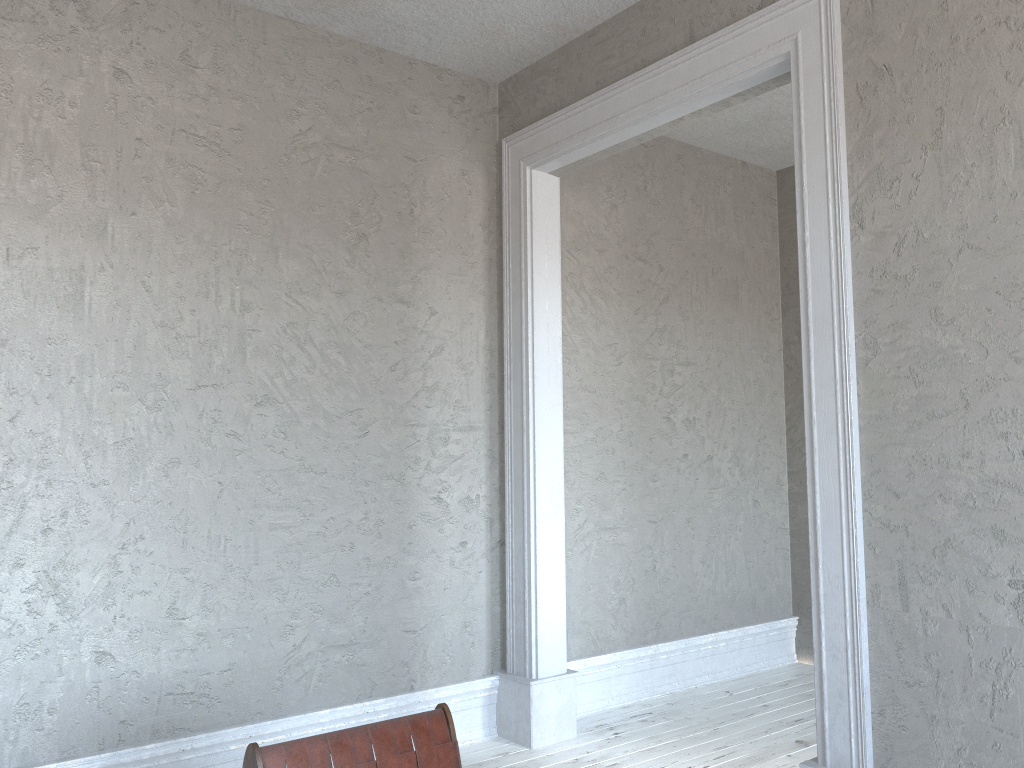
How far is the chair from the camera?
2.0 meters

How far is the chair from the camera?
2.0 meters

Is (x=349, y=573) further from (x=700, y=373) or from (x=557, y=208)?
(x=700, y=373)

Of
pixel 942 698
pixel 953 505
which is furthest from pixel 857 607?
pixel 953 505

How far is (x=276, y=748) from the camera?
2.0m
